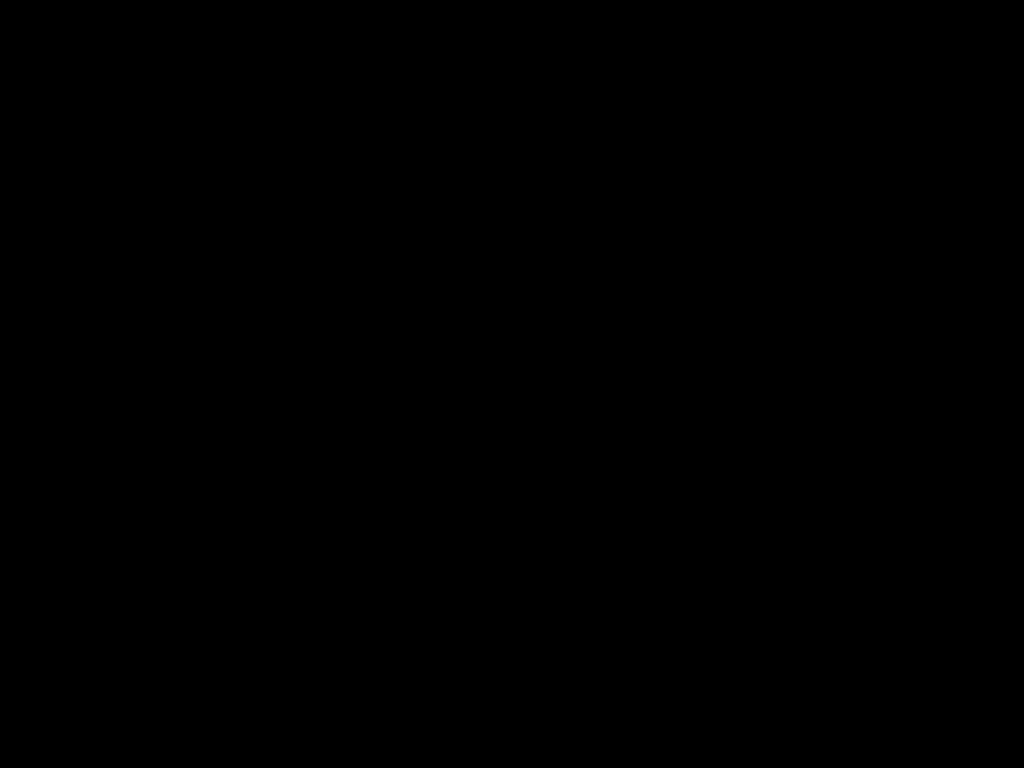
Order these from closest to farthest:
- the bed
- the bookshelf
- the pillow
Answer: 1. the bed
2. the bookshelf
3. the pillow

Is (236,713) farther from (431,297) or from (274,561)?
(274,561)

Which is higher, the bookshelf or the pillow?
the pillow

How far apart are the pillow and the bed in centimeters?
2cm

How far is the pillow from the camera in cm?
159

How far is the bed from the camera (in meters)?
0.49

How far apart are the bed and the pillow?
0.0 meters

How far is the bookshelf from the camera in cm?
129

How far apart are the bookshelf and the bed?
0.0 meters

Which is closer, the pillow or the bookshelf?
the bookshelf
